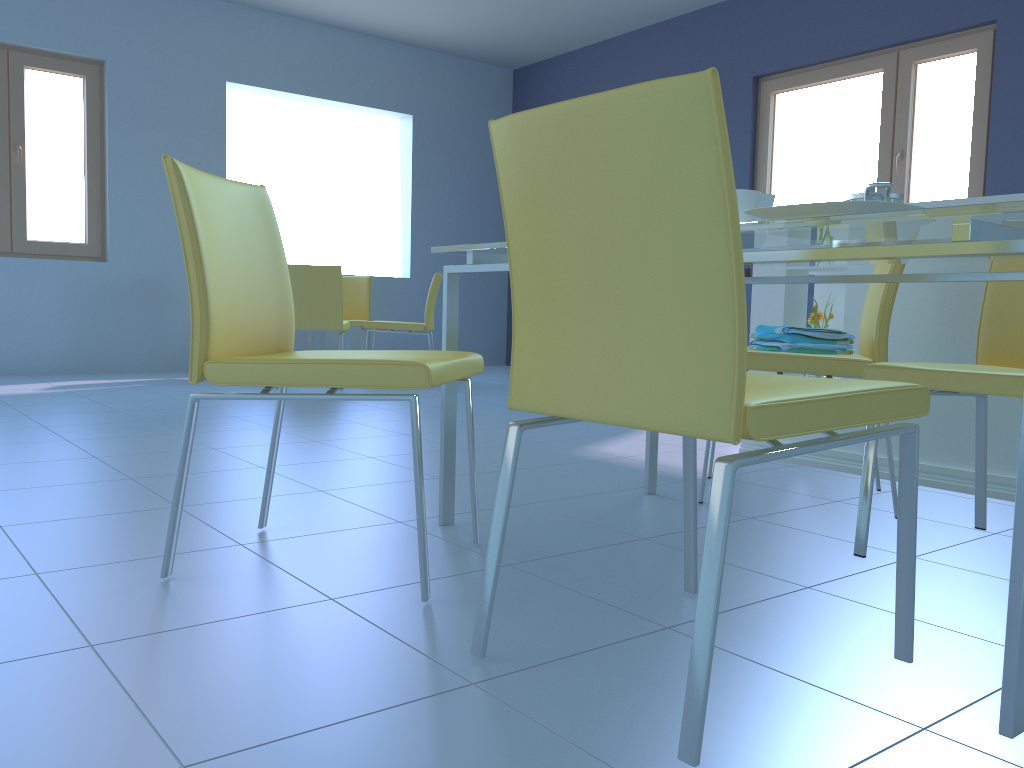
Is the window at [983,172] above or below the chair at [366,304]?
above

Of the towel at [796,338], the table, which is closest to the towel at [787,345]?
the towel at [796,338]

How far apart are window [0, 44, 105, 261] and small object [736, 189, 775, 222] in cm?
519

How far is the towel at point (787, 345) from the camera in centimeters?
217cm

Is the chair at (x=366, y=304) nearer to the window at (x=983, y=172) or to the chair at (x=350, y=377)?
the window at (x=983, y=172)

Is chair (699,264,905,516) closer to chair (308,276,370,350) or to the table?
the table

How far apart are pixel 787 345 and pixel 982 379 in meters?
0.7 m

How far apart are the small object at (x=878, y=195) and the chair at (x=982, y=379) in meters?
0.3 m

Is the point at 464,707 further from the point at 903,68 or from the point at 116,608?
the point at 903,68

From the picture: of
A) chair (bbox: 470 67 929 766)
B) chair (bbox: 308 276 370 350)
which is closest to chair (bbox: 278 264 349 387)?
chair (bbox: 308 276 370 350)
